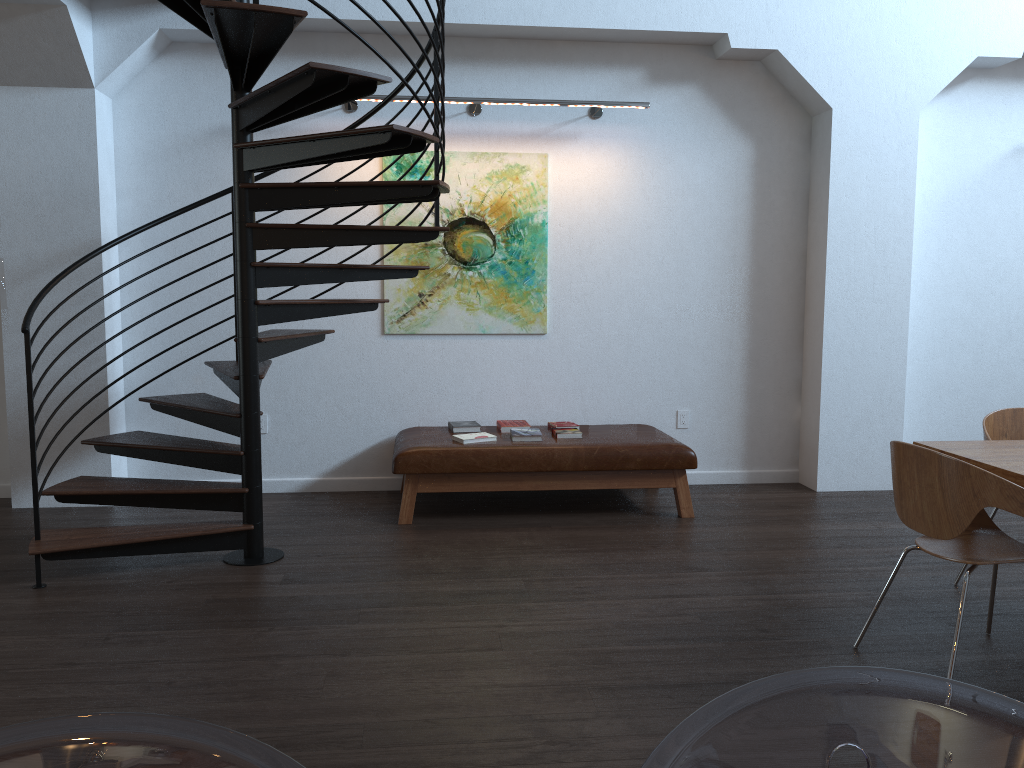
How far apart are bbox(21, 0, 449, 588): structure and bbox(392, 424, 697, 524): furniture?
0.79m

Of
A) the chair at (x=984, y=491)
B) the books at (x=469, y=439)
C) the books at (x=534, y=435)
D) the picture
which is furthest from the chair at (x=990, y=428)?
the picture

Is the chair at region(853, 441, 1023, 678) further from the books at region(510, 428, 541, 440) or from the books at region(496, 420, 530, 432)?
the books at region(496, 420, 530, 432)

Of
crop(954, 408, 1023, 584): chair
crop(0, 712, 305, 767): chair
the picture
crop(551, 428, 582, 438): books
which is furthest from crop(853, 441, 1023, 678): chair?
the picture

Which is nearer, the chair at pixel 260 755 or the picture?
the chair at pixel 260 755

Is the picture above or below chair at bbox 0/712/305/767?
above

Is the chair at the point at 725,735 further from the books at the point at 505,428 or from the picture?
the picture

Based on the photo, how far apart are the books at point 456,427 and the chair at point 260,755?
4.9 meters

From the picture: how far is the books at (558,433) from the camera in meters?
5.4

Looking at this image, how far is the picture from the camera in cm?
586
